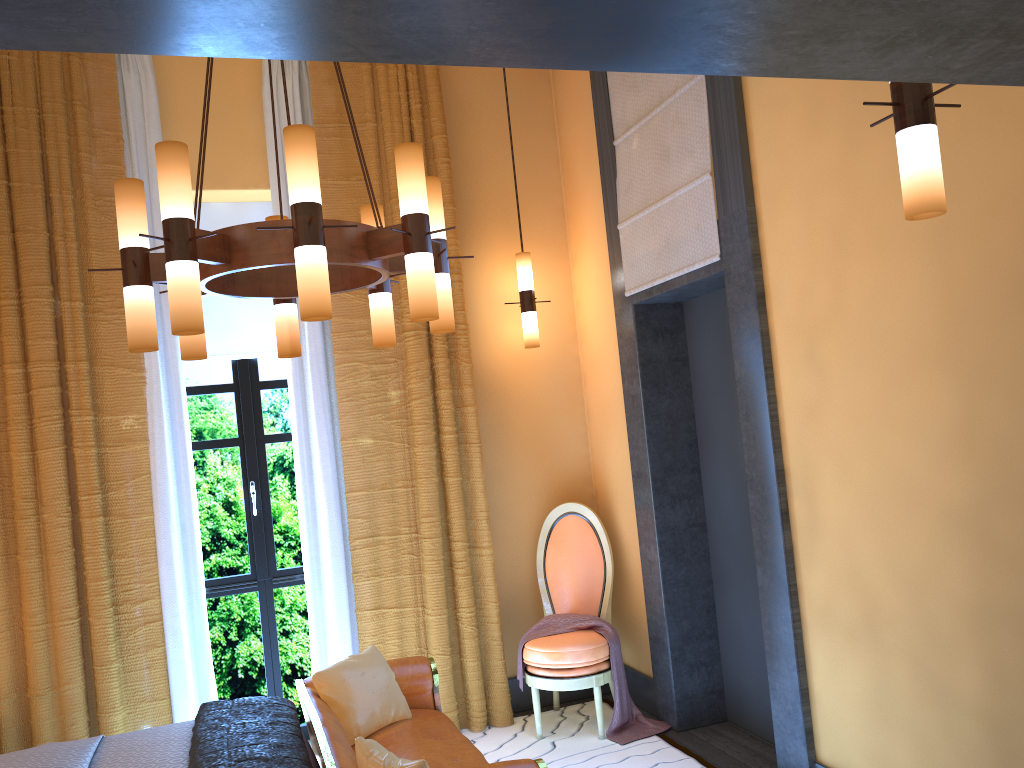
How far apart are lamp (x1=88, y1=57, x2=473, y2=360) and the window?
1.7m

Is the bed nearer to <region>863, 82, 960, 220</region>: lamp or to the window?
the window

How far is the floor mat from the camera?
4.1 meters

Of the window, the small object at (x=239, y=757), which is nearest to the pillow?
the small object at (x=239, y=757)

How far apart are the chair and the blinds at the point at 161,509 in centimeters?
90cm

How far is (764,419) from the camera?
3.5 meters

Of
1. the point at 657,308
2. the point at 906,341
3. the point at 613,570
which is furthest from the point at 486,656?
the point at 906,341

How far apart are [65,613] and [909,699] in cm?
Result: 358

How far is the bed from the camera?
3.1 meters

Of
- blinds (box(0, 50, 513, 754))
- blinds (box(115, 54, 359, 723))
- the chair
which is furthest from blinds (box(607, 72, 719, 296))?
blinds (box(115, 54, 359, 723))
